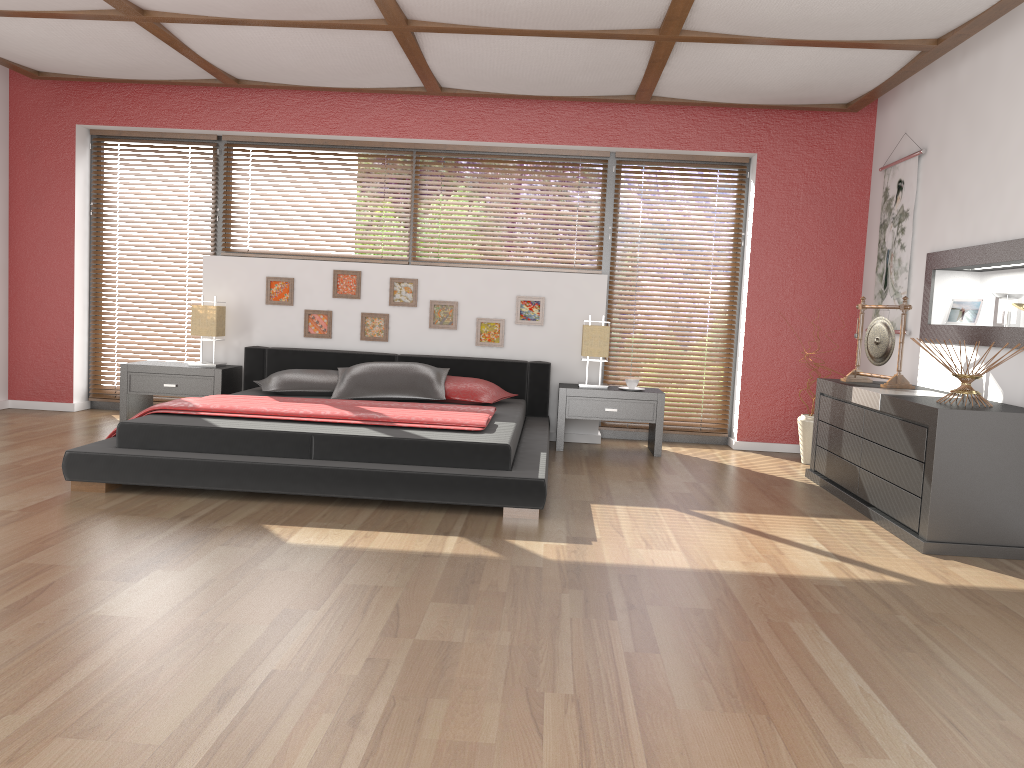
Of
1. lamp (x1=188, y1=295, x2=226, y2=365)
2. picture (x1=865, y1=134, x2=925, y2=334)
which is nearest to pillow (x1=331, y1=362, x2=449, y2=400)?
lamp (x1=188, y1=295, x2=226, y2=365)

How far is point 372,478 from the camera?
3.9 meters

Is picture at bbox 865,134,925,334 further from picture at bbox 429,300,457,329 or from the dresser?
picture at bbox 429,300,457,329

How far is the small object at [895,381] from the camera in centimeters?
478cm

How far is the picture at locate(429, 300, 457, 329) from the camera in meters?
6.3

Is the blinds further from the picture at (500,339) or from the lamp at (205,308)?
the picture at (500,339)

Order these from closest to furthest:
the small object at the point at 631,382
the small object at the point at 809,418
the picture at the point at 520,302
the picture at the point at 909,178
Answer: the picture at the point at 909,178 < the small object at the point at 809,418 < the small object at the point at 631,382 < the picture at the point at 520,302

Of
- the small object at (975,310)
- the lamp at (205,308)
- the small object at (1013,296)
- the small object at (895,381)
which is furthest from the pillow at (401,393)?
the small object at (1013,296)

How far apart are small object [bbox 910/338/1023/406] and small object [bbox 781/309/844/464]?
1.8 meters

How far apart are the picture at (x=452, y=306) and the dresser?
2.51m
